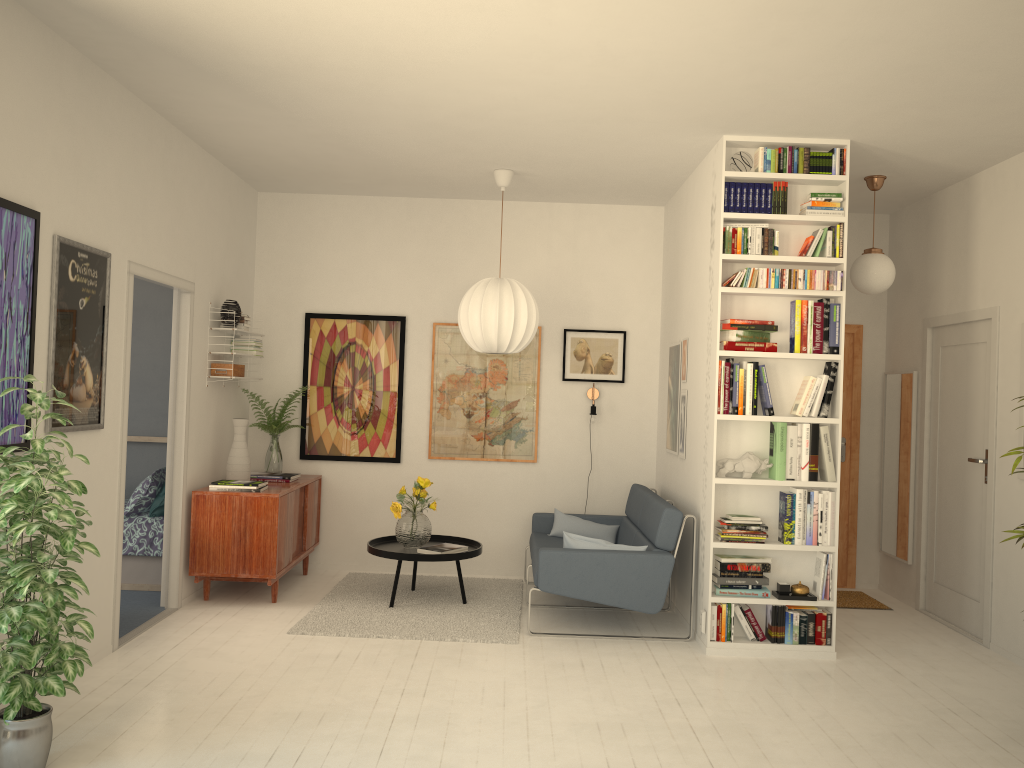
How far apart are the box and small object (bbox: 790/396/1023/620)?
3.8m

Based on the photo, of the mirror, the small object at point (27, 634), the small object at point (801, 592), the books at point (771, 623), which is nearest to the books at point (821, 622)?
the small object at point (801, 592)

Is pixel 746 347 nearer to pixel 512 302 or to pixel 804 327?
pixel 804 327

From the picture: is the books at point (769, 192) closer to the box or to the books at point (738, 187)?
the books at point (738, 187)

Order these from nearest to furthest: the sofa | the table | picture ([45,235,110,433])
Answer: picture ([45,235,110,433]), the sofa, the table

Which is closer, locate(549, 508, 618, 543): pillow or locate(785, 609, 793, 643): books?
locate(785, 609, 793, 643): books

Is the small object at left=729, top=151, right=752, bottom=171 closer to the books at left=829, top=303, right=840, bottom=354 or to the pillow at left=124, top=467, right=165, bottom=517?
the books at left=829, top=303, right=840, bottom=354

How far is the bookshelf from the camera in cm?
495

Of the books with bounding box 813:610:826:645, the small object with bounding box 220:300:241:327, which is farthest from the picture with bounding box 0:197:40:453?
the books with bounding box 813:610:826:645

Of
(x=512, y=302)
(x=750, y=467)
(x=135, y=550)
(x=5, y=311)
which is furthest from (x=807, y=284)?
(x=135, y=550)
